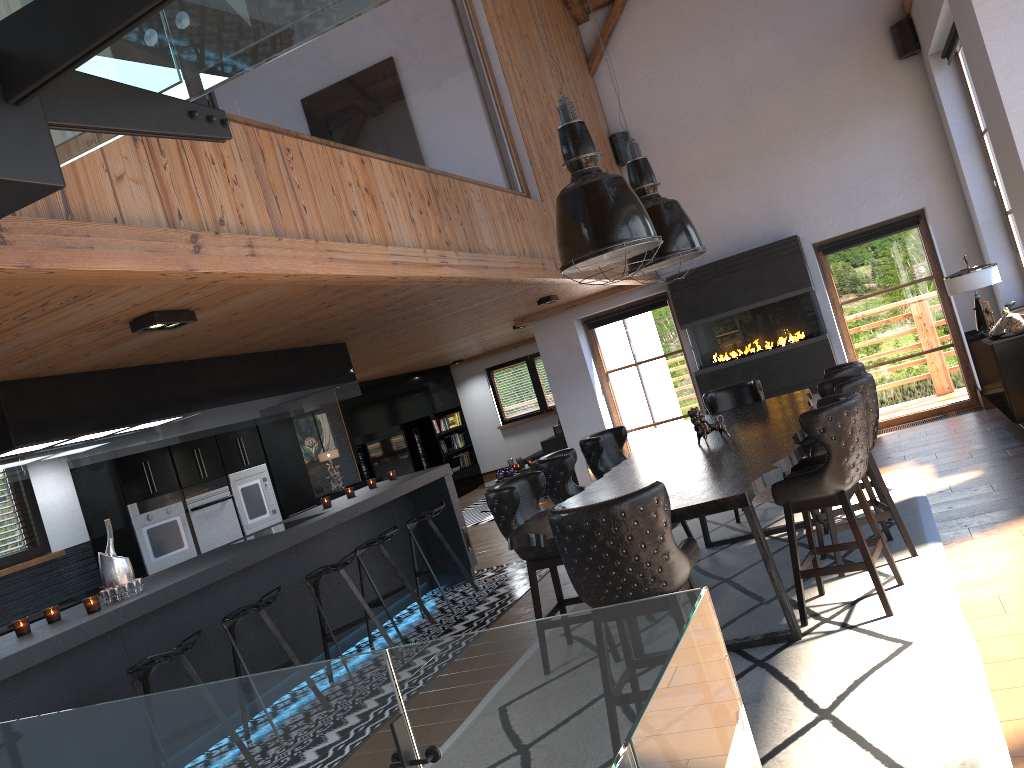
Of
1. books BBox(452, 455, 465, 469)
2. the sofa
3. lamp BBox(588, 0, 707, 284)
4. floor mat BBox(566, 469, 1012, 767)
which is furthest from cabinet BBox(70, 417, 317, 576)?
books BBox(452, 455, 465, 469)

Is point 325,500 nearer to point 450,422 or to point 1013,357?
point 1013,357

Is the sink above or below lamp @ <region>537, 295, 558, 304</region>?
below

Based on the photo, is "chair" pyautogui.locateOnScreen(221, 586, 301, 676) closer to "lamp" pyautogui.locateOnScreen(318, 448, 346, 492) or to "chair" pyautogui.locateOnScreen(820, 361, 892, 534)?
"chair" pyautogui.locateOnScreen(820, 361, 892, 534)

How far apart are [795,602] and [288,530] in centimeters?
343cm

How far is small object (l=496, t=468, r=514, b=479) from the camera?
12.9m

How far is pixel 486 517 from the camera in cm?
1217

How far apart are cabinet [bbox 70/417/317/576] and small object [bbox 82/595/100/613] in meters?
3.1

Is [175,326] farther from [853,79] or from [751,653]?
[853,79]

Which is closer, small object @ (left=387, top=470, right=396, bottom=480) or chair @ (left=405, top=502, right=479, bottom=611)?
chair @ (left=405, top=502, right=479, bottom=611)
